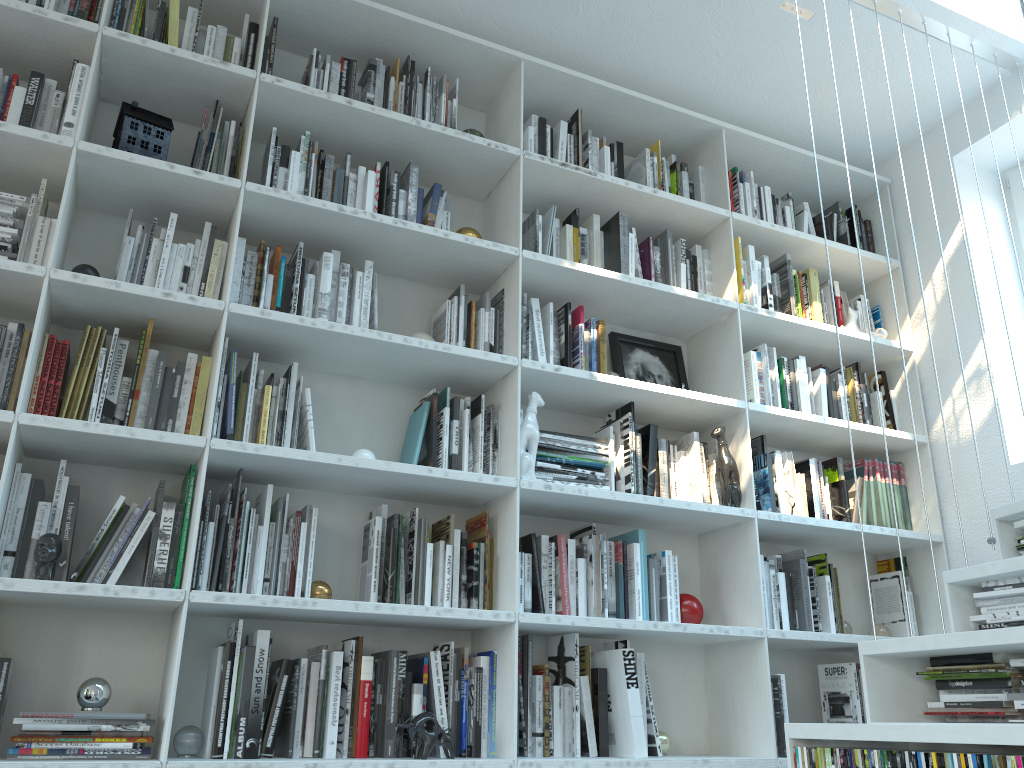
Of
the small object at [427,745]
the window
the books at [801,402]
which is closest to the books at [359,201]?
the small object at [427,745]

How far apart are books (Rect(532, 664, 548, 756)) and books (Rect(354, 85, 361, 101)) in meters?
1.9 m

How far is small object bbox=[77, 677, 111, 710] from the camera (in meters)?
1.96

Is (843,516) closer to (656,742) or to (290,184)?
(656,742)

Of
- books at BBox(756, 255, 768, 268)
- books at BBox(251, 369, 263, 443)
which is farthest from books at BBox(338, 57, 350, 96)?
books at BBox(756, 255, 768, 268)

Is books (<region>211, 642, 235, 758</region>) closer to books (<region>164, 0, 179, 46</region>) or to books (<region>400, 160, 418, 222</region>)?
books (<region>400, 160, 418, 222</region>)

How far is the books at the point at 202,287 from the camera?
2.41m

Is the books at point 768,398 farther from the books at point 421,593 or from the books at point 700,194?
the books at point 421,593

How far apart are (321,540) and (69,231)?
1.1 meters

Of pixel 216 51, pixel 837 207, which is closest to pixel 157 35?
pixel 216 51
